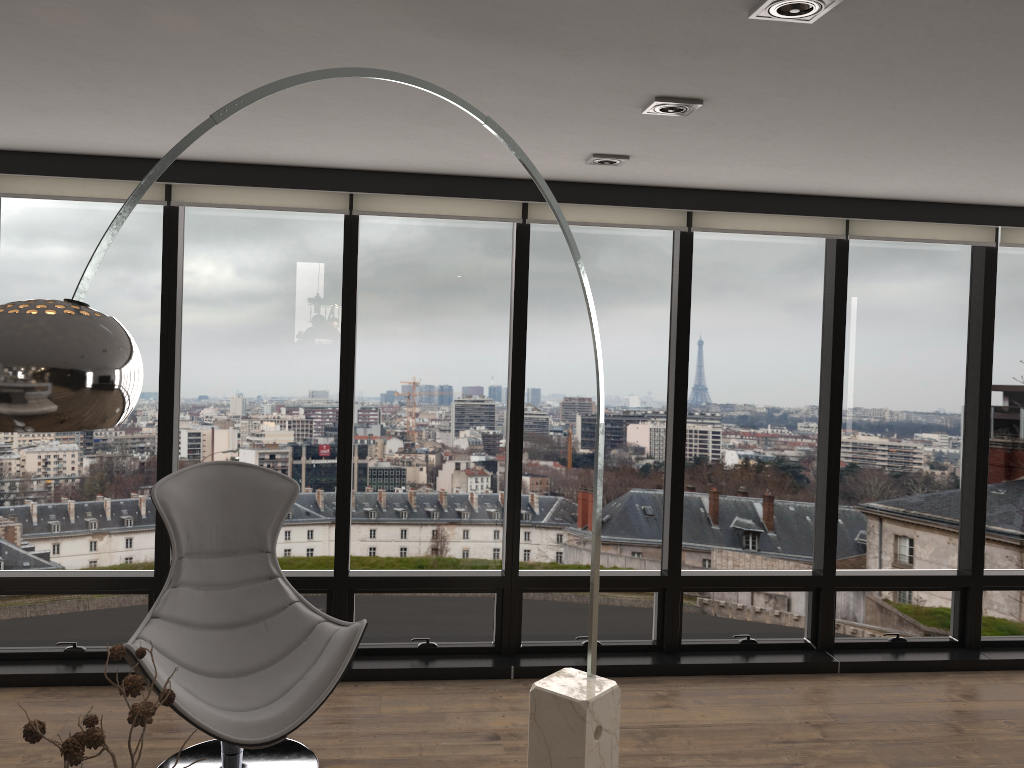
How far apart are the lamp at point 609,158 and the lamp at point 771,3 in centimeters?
165cm

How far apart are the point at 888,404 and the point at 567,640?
2.15m

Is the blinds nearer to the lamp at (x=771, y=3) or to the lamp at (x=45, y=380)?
the lamp at (x=45, y=380)

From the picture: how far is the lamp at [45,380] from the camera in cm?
142

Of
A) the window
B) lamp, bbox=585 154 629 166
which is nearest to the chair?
the window

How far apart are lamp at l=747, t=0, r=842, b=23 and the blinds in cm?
233

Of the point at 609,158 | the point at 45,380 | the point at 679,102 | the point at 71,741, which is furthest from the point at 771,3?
the point at 71,741

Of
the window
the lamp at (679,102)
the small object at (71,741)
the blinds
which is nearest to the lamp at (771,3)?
the lamp at (679,102)

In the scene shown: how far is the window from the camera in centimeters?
430cm

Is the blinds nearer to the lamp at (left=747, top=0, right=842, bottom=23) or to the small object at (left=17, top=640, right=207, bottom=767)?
the lamp at (left=747, top=0, right=842, bottom=23)
